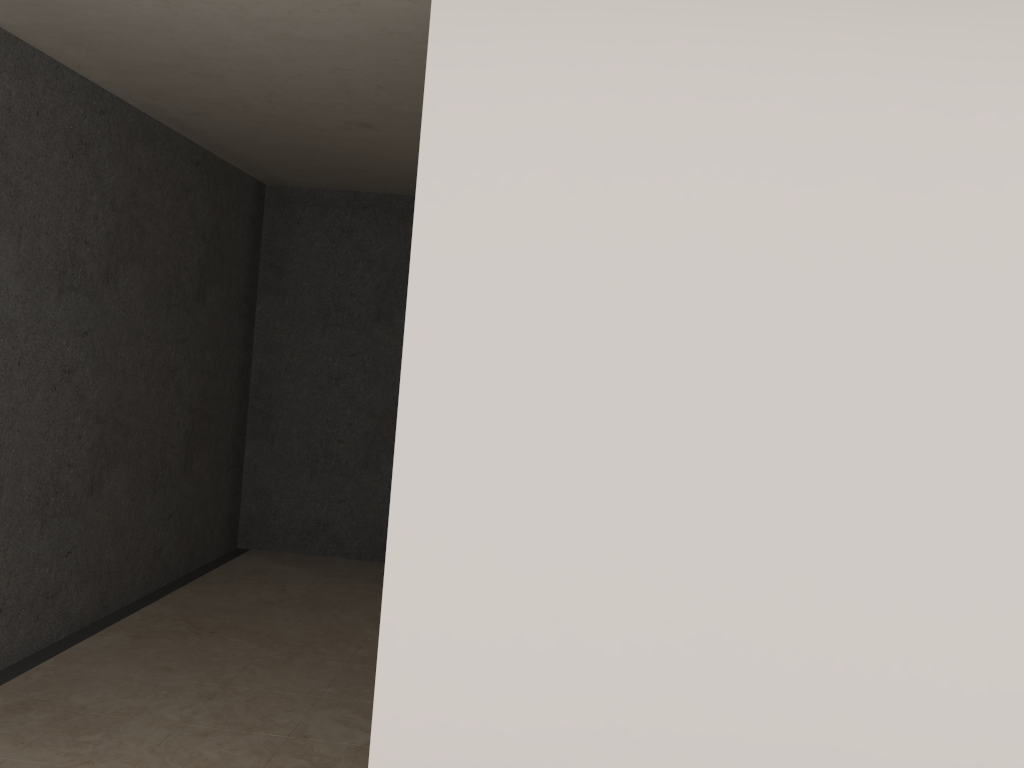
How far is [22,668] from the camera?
3.65m

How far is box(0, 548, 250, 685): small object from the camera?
3.7m

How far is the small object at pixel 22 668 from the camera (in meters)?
3.65
